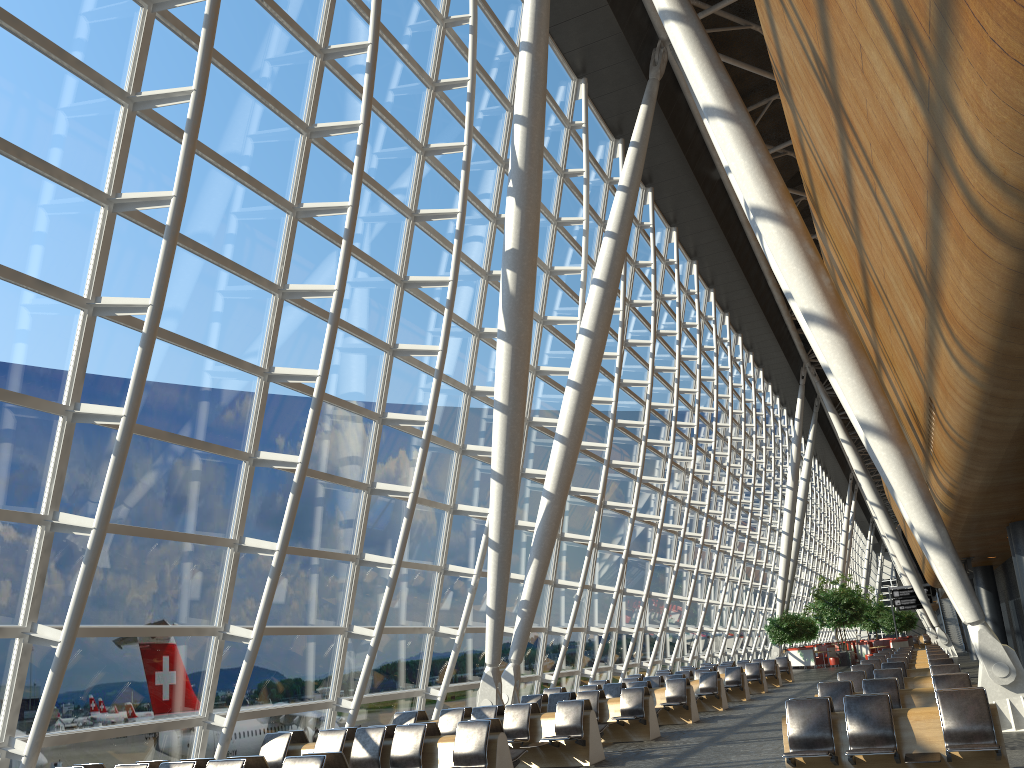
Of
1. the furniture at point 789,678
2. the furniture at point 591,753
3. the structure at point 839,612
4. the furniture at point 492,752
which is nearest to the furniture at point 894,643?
the structure at point 839,612

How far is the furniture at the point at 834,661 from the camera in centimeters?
4031cm

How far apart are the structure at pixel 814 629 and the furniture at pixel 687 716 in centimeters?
3295cm

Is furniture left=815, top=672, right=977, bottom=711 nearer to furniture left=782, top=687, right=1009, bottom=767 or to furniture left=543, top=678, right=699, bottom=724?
furniture left=782, top=687, right=1009, bottom=767

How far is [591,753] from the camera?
11.75m

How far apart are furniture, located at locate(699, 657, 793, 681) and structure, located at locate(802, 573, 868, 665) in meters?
12.4

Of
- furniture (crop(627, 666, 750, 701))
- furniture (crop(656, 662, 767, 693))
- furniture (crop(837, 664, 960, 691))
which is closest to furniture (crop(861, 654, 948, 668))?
furniture (crop(627, 666, 750, 701))

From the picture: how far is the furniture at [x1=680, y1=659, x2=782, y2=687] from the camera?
27.5m

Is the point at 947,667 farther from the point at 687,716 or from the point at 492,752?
the point at 492,752

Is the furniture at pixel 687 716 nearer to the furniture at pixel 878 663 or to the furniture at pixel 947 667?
the furniture at pixel 947 667
